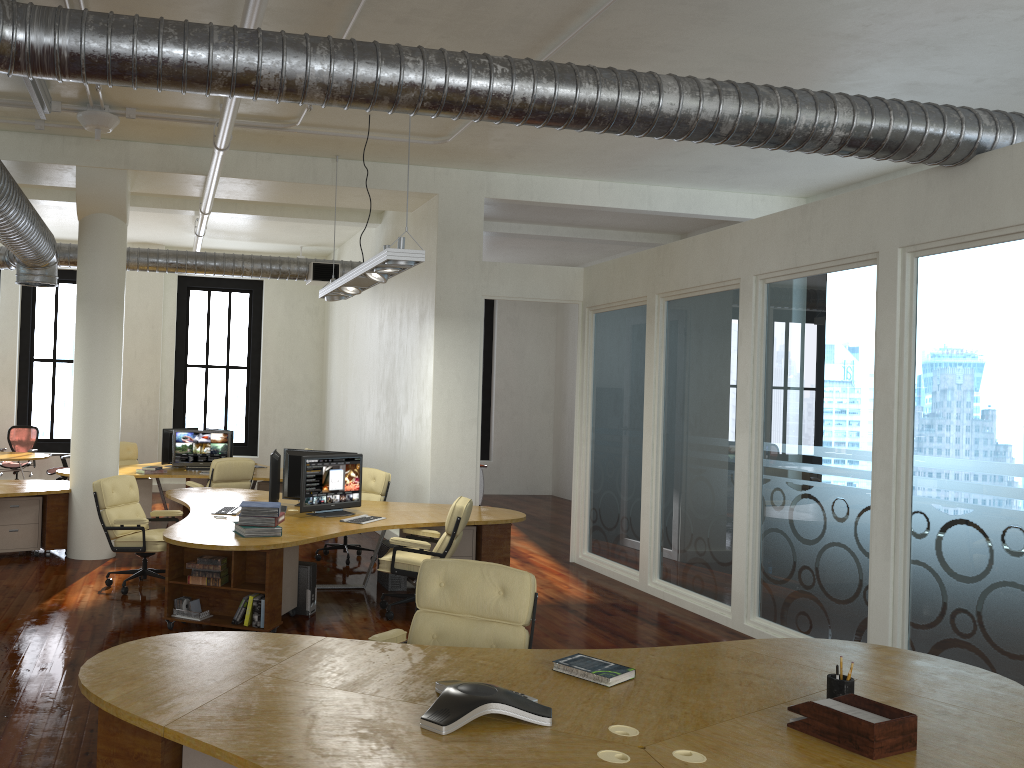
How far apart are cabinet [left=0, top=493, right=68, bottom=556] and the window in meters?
6.7 m

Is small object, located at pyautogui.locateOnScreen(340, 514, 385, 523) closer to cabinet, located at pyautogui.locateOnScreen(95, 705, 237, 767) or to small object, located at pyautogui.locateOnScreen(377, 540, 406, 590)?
small object, located at pyautogui.locateOnScreen(377, 540, 406, 590)

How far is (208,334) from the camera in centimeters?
1661cm

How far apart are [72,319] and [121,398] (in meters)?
7.17

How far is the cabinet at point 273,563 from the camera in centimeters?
662cm

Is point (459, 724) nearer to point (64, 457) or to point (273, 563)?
point (273, 563)

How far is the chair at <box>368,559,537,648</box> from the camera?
4.4 meters

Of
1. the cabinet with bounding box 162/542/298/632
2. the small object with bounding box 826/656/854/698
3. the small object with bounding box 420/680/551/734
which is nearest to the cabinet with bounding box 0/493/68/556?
the cabinet with bounding box 162/542/298/632

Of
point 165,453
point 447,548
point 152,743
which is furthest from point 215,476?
point 152,743

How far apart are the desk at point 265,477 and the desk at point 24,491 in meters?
1.3 m
